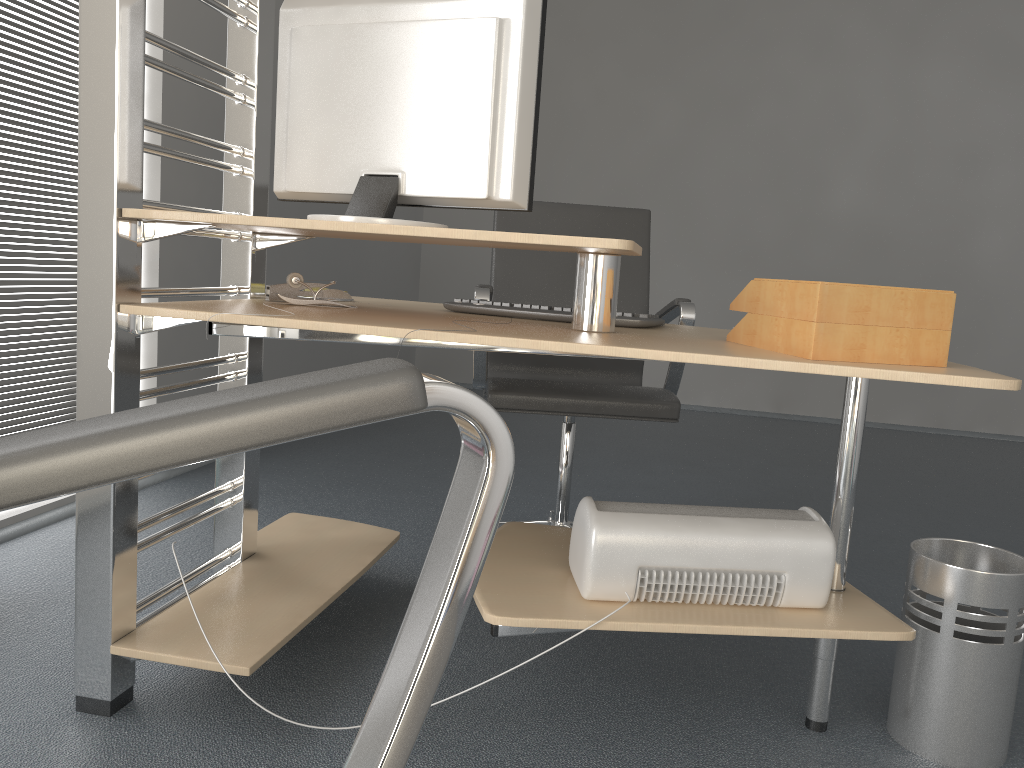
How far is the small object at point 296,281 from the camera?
1.8 meters

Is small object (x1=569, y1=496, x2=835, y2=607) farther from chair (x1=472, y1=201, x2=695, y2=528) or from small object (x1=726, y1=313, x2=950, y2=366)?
chair (x1=472, y1=201, x2=695, y2=528)

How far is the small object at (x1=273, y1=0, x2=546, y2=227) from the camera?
1.5m

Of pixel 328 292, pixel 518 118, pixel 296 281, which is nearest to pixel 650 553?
pixel 518 118

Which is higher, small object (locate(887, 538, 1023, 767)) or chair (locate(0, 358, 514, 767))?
chair (locate(0, 358, 514, 767))

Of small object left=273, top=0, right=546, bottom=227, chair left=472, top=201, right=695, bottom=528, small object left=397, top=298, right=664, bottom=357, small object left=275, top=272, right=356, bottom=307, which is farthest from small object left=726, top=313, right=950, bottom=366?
small object left=275, top=272, right=356, bottom=307

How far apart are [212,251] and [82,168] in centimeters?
199cm

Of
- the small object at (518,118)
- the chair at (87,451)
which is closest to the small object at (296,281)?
the small object at (518,118)

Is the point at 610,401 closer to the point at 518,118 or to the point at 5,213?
the point at 518,118

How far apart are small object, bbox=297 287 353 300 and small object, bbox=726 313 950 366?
0.9 meters
